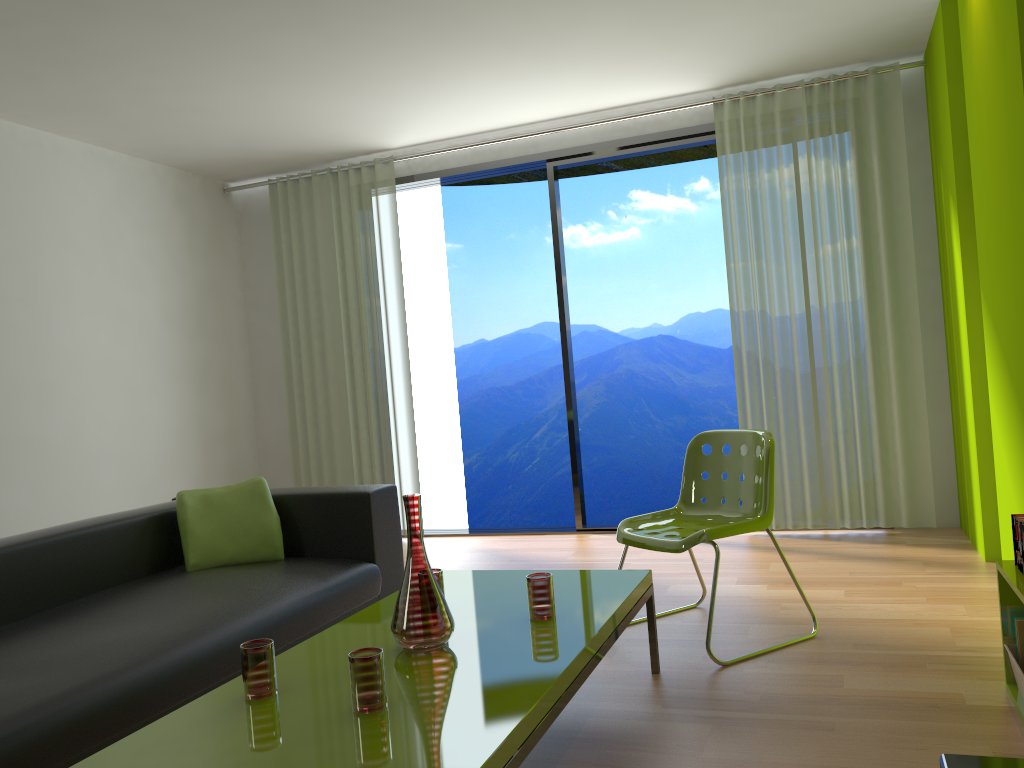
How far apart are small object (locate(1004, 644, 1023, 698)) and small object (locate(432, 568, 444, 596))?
1.6m

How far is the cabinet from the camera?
0.9m

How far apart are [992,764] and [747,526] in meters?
2.3

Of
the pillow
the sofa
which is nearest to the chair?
the sofa

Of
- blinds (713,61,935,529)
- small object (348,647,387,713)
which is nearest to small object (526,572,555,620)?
small object (348,647,387,713)

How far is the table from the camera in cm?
169

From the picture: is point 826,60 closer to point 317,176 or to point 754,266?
point 754,266

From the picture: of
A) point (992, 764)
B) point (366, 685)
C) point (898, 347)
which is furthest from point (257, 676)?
point (898, 347)

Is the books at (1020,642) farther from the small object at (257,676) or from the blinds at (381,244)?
the blinds at (381,244)

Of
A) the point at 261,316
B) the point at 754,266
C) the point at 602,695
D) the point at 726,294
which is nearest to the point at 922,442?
the point at 754,266
